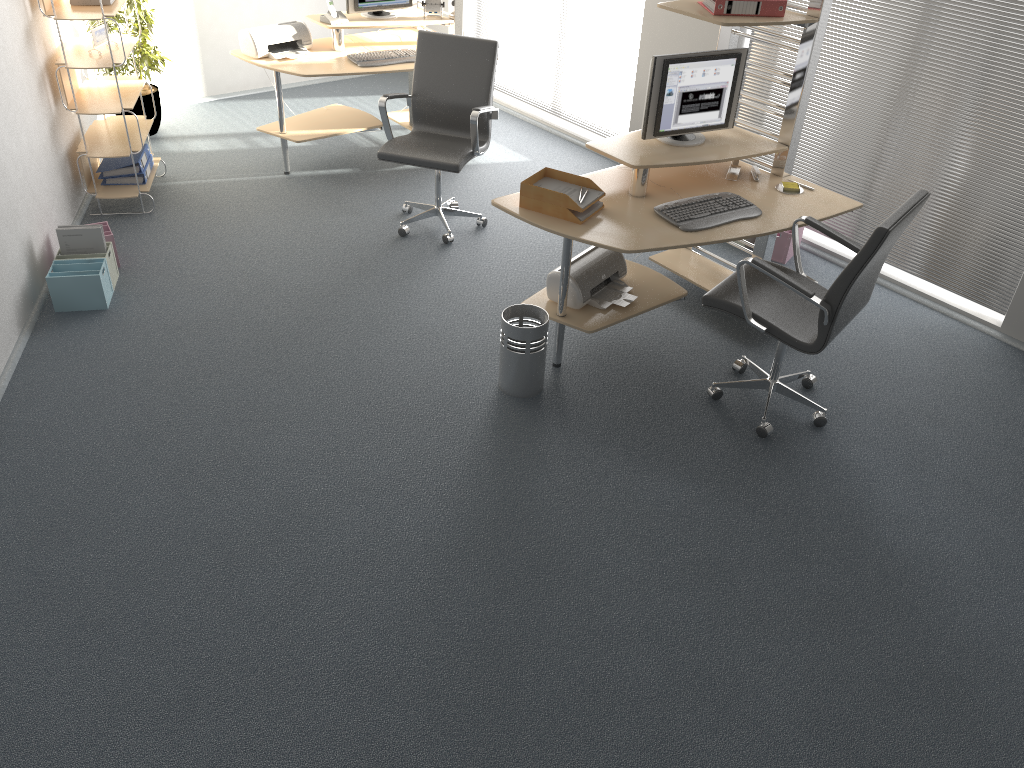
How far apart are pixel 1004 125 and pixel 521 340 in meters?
2.7 m

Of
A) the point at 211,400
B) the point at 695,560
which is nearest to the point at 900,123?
the point at 695,560

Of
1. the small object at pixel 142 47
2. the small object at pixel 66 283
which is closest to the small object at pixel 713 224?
the small object at pixel 66 283

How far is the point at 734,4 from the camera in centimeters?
386cm

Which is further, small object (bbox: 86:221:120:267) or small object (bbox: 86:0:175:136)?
small object (bbox: 86:0:175:136)

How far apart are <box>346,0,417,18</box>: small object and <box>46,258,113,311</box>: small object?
2.5m

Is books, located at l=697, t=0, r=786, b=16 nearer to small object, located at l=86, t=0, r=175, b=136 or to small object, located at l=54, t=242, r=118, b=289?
Result: small object, located at l=54, t=242, r=118, b=289

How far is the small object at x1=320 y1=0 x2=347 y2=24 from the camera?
5.75m

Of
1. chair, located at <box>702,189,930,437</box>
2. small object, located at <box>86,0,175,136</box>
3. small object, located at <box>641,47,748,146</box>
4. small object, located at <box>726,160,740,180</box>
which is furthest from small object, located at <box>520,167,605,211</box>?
small object, located at <box>86,0,175,136</box>

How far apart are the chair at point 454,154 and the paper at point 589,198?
1.0m
